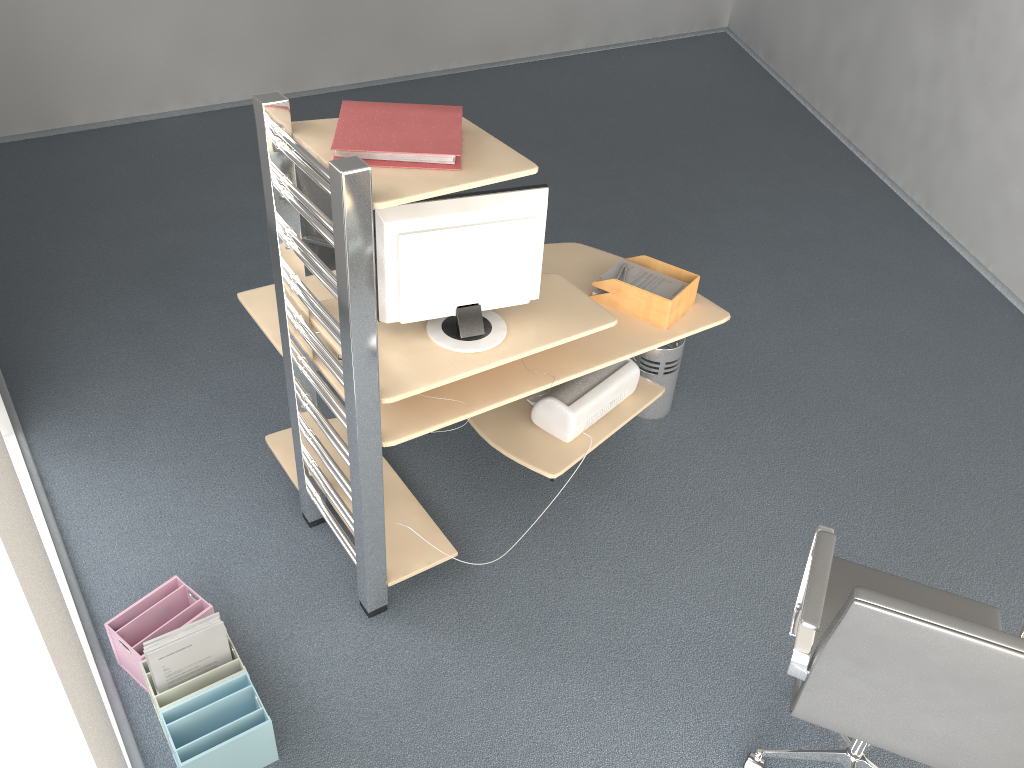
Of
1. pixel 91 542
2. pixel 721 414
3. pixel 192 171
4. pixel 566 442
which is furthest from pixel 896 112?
pixel 91 542

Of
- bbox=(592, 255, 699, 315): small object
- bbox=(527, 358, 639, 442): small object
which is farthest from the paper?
bbox=(527, 358, 639, 442): small object

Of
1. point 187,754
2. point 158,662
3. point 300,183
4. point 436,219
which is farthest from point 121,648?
point 300,183

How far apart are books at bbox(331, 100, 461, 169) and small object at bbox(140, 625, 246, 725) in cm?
146

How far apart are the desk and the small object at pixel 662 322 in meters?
0.0

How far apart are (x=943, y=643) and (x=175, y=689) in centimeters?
195cm

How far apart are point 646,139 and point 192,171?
3.1m

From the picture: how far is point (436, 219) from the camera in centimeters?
246cm

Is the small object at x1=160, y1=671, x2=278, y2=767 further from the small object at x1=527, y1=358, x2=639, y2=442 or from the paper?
the paper

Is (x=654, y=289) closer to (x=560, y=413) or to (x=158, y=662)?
(x=560, y=413)
